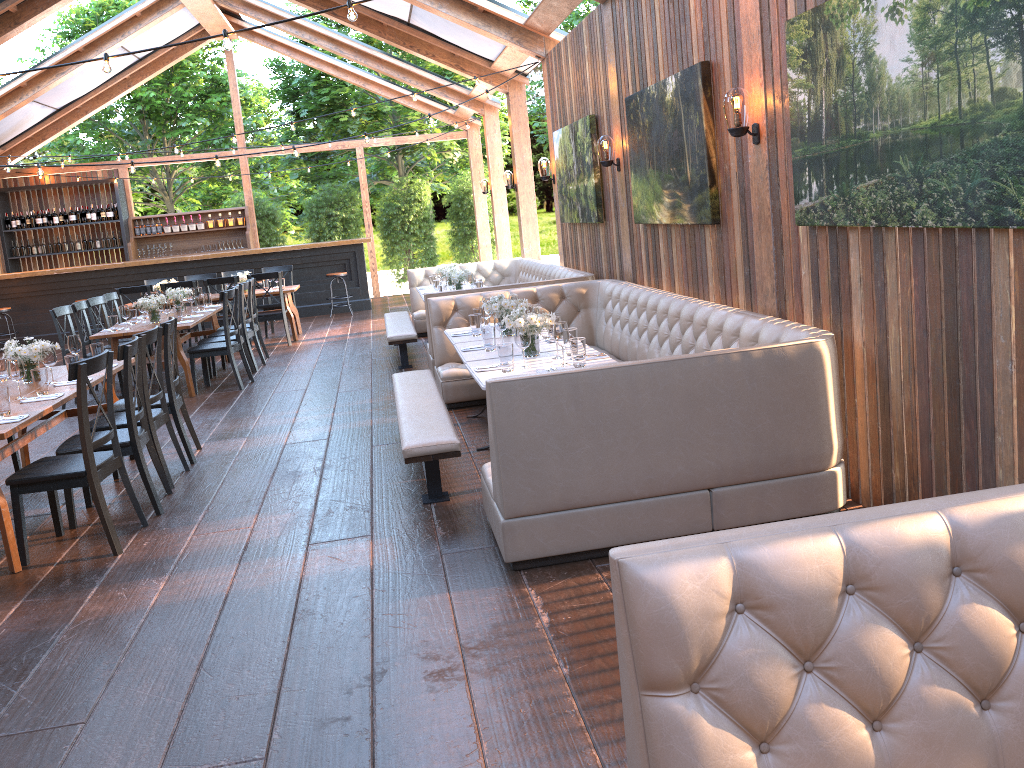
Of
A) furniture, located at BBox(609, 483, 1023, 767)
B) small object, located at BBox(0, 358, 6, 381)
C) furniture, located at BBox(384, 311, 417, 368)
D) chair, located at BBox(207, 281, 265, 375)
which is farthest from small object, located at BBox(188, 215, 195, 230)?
furniture, located at BBox(609, 483, 1023, 767)

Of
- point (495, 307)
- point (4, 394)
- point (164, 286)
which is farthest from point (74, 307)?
point (495, 307)

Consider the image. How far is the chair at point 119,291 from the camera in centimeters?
1160cm

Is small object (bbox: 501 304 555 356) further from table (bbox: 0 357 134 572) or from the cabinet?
the cabinet

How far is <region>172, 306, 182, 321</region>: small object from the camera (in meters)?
9.13

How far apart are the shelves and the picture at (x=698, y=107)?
12.9 meters

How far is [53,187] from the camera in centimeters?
1649cm

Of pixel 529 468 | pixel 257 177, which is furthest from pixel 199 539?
pixel 257 177

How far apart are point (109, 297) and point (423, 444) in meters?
7.4 m

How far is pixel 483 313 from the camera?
6.5m
